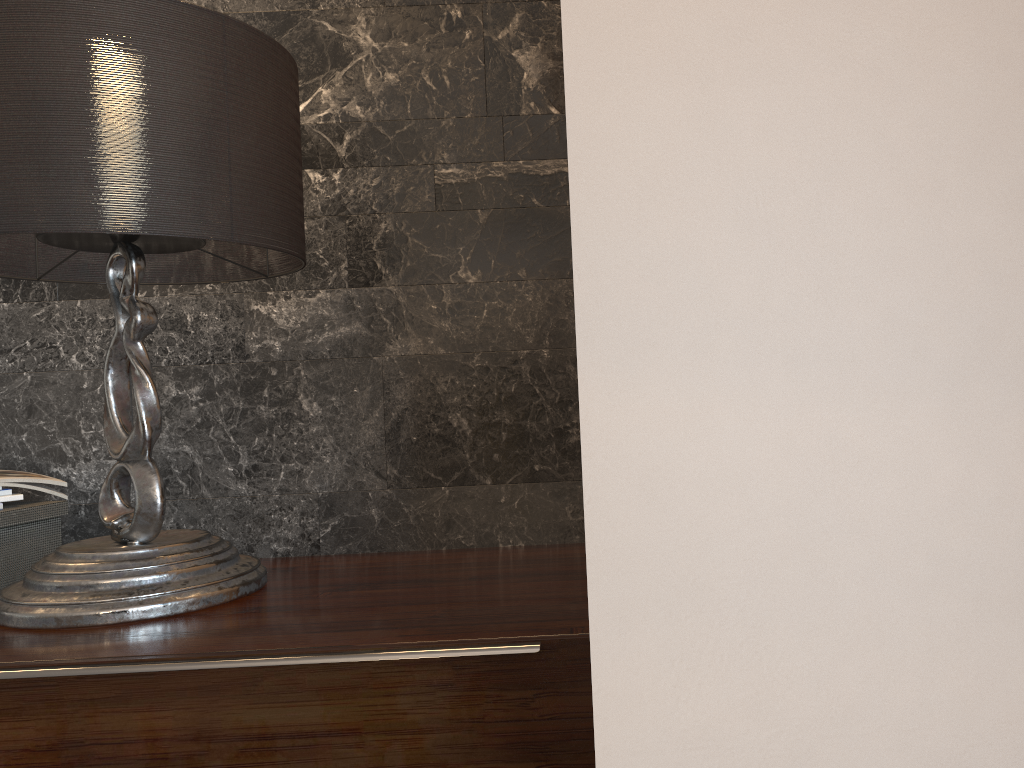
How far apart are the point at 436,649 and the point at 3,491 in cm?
99

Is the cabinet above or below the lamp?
Answer: below

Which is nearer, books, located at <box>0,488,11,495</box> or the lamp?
the lamp

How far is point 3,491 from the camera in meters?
1.6 m

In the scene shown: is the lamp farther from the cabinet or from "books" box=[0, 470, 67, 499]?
"books" box=[0, 470, 67, 499]

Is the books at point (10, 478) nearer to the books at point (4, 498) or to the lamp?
the books at point (4, 498)

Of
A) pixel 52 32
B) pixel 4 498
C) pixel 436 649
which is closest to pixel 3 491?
pixel 4 498

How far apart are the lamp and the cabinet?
0.0m

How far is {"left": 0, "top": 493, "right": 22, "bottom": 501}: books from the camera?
1.64m

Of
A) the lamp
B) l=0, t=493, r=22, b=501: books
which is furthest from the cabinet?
l=0, t=493, r=22, b=501: books
